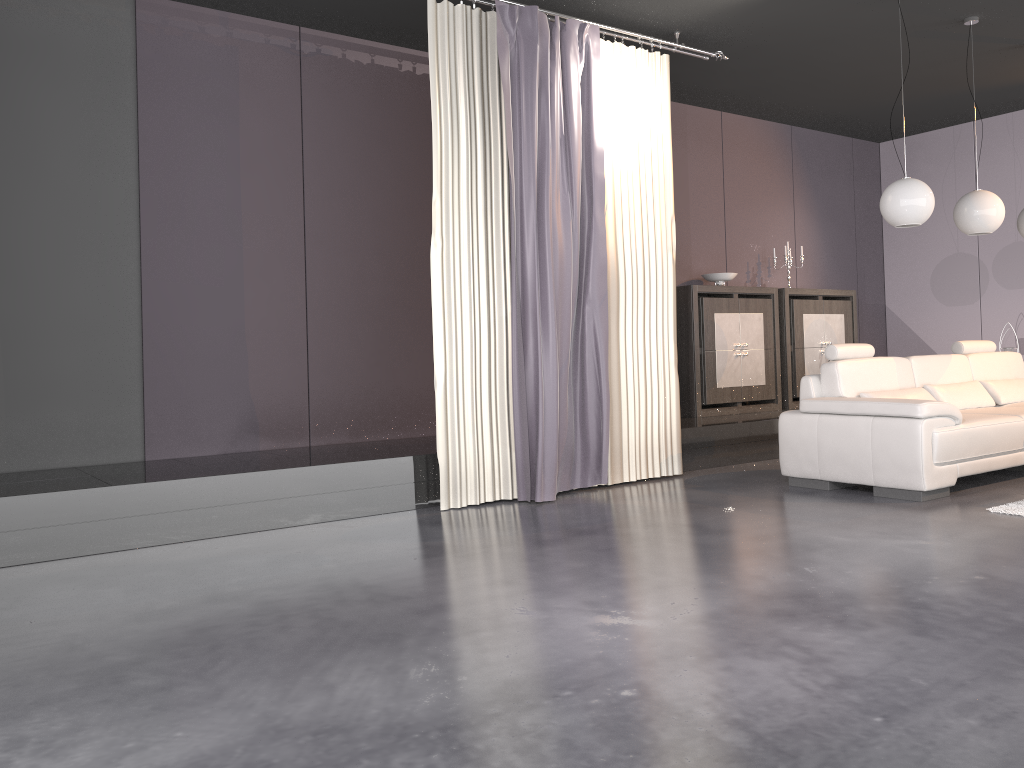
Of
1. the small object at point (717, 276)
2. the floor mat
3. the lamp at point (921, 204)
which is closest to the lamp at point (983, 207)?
the lamp at point (921, 204)

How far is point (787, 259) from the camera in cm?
798

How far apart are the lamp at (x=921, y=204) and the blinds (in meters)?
1.31

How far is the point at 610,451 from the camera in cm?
559

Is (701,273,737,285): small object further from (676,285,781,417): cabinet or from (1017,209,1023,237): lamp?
(1017,209,1023,237): lamp

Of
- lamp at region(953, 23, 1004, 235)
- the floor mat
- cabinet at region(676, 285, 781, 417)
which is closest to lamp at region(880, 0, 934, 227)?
lamp at region(953, 23, 1004, 235)

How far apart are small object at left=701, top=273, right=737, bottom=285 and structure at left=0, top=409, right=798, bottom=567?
1.2m

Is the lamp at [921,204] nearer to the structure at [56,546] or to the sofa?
the sofa

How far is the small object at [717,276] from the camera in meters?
7.5

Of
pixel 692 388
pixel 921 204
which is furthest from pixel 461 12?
pixel 692 388
